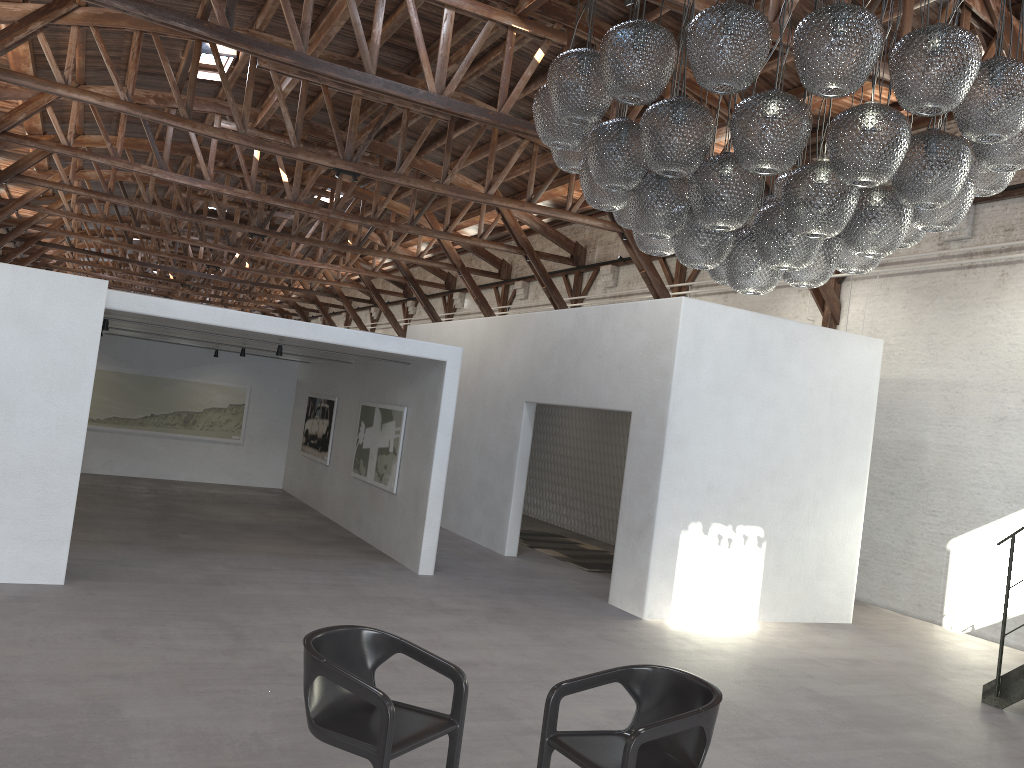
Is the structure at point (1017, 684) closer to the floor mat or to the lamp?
the lamp

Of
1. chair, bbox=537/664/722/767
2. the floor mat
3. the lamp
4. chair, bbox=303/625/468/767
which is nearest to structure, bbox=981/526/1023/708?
the lamp

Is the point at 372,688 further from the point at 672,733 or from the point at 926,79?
the point at 926,79

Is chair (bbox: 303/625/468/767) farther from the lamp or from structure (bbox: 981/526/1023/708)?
structure (bbox: 981/526/1023/708)

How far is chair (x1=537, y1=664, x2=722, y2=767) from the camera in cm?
359

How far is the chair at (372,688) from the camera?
3.54m

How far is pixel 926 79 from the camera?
3.68m

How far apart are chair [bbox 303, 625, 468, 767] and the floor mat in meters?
7.5 m

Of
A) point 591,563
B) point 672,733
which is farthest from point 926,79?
point 591,563

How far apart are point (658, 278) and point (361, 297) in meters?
21.0
